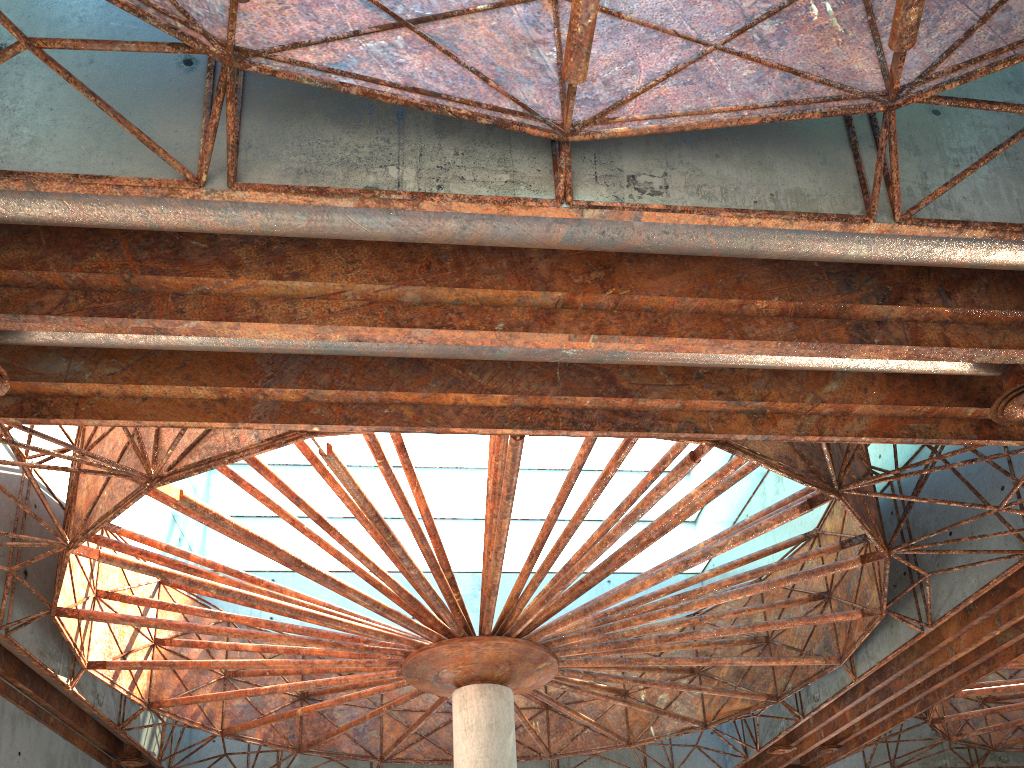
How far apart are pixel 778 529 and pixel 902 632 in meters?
9.9 m

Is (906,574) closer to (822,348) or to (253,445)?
(822,348)

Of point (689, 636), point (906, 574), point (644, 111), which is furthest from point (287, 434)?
point (906, 574)
